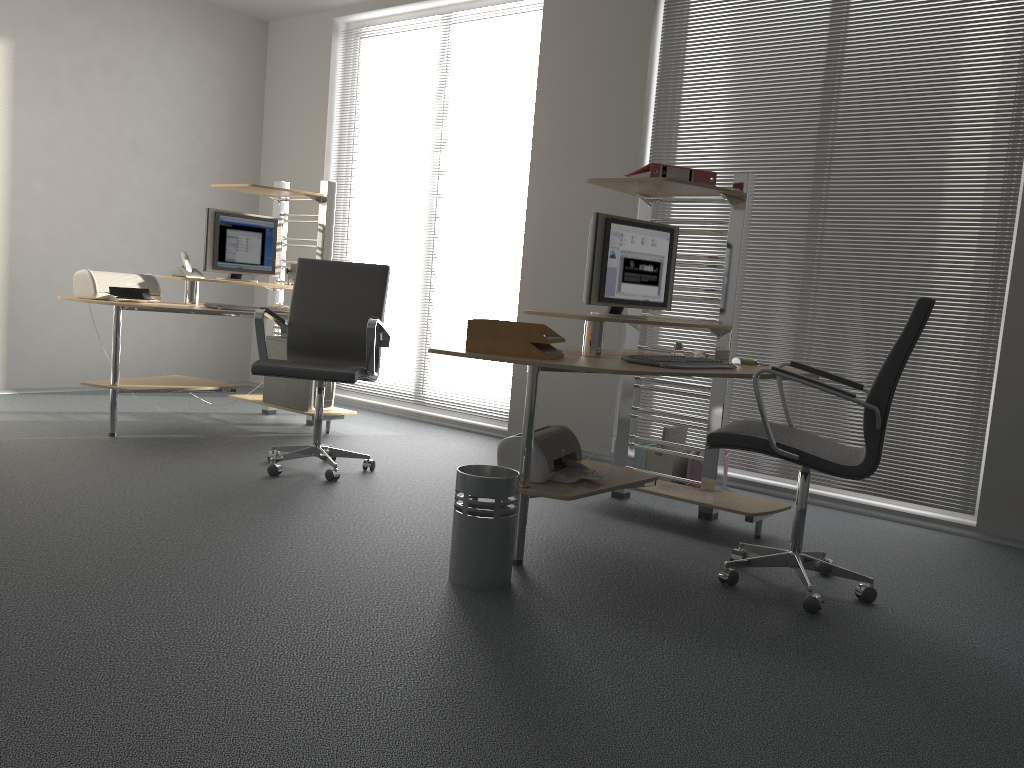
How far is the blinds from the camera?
4.2 meters

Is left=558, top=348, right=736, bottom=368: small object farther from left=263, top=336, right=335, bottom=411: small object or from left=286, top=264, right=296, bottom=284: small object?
left=286, top=264, right=296, bottom=284: small object

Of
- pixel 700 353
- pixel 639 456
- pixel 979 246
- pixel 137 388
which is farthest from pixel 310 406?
pixel 979 246

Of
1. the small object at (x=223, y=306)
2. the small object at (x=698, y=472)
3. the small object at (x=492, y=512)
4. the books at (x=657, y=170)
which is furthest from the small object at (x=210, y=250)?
the small object at (x=492, y=512)

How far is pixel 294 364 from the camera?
4.1 meters

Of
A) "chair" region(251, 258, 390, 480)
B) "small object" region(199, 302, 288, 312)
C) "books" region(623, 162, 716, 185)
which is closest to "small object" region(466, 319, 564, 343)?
"books" region(623, 162, 716, 185)

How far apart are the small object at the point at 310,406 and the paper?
2.6m

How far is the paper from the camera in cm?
309

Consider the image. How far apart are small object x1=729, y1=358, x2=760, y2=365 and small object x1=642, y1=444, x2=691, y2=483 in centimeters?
105cm

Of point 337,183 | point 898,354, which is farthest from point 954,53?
point 337,183
